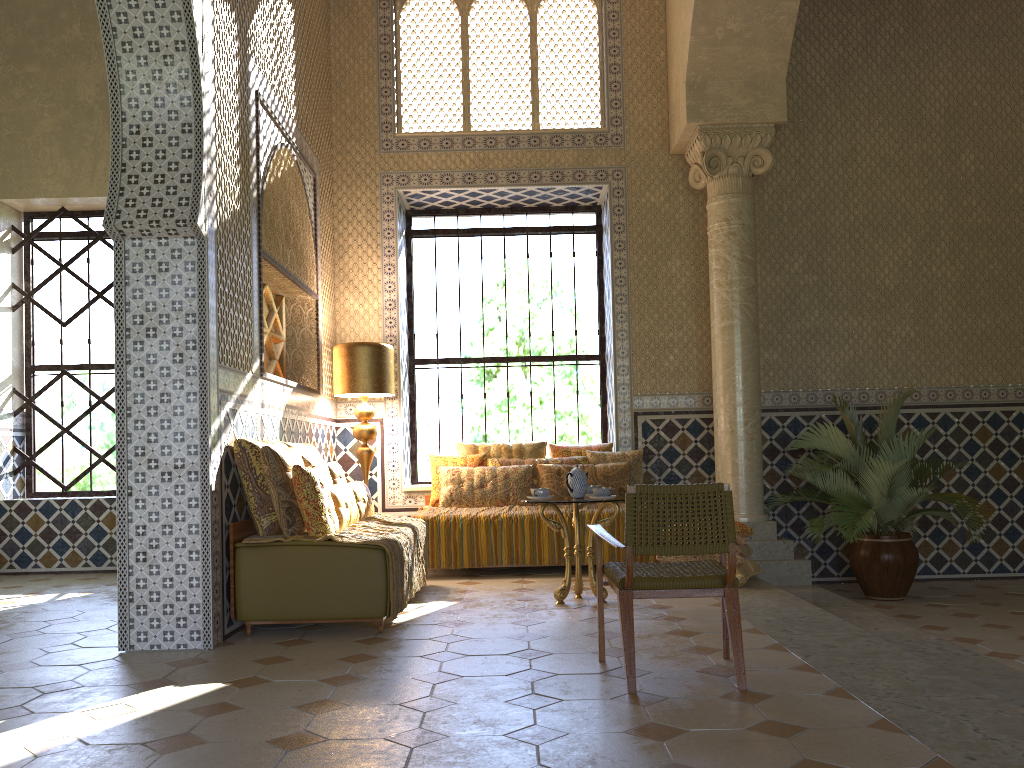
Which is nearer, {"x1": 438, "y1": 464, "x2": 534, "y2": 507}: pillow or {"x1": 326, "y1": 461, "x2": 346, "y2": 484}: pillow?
{"x1": 326, "y1": 461, "x2": 346, "y2": 484}: pillow

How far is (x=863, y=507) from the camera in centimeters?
961cm

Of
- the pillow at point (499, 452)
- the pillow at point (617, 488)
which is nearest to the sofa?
the pillow at point (617, 488)

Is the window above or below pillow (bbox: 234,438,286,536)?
above

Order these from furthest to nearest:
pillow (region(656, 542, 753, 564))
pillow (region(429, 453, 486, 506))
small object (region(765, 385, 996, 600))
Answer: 1. pillow (region(429, 453, 486, 506))
2. small object (region(765, 385, 996, 600))
3. pillow (region(656, 542, 753, 564))

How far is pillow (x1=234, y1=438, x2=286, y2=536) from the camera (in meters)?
7.19

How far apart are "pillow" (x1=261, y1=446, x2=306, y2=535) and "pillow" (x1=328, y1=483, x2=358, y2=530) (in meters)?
0.39

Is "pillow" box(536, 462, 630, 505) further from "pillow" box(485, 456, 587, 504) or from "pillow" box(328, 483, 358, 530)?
"pillow" box(328, 483, 358, 530)

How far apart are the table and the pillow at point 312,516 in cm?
187

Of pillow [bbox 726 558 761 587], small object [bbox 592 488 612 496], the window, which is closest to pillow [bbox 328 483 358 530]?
small object [bbox 592 488 612 496]
